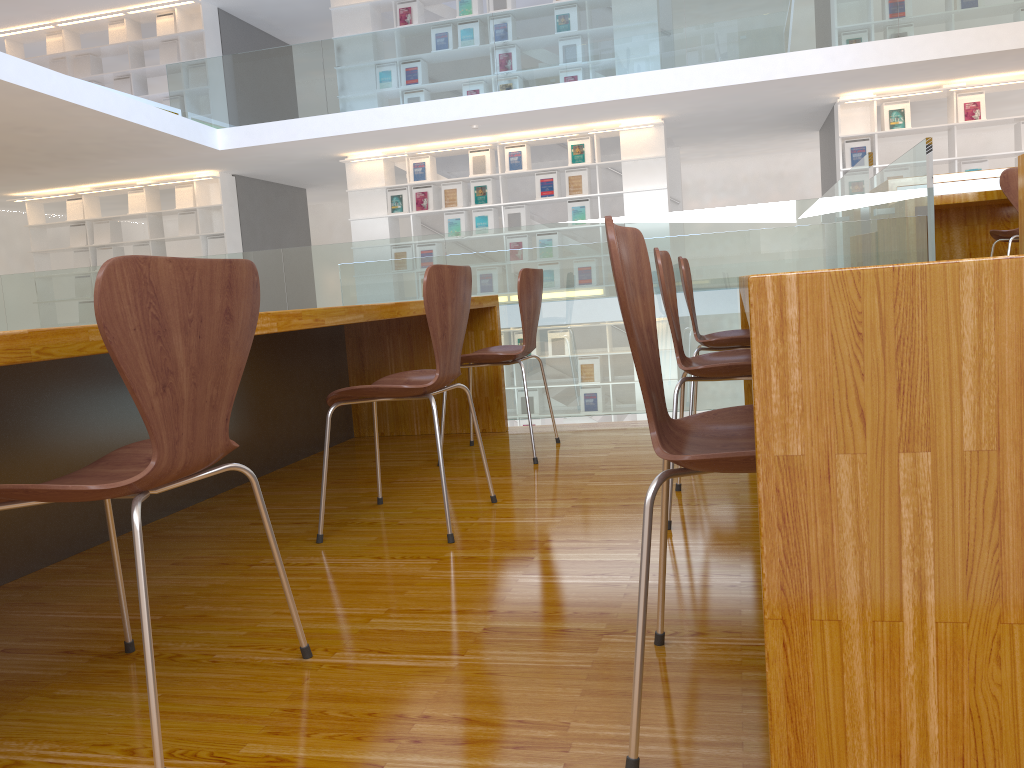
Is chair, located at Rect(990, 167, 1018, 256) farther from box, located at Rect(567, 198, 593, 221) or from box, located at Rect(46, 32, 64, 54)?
box, located at Rect(46, 32, 64, 54)

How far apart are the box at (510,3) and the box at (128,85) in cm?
492

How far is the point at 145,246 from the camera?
11.16m

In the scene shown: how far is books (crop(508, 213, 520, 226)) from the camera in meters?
9.9 m

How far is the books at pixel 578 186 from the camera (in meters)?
9.67

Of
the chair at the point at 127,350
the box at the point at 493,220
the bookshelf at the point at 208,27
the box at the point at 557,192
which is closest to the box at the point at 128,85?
the bookshelf at the point at 208,27

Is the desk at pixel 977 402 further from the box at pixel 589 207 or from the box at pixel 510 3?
the box at pixel 510 3

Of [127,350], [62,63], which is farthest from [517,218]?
[127,350]

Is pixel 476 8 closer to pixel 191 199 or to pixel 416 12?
pixel 416 12

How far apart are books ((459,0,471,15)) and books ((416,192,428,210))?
2.02m
